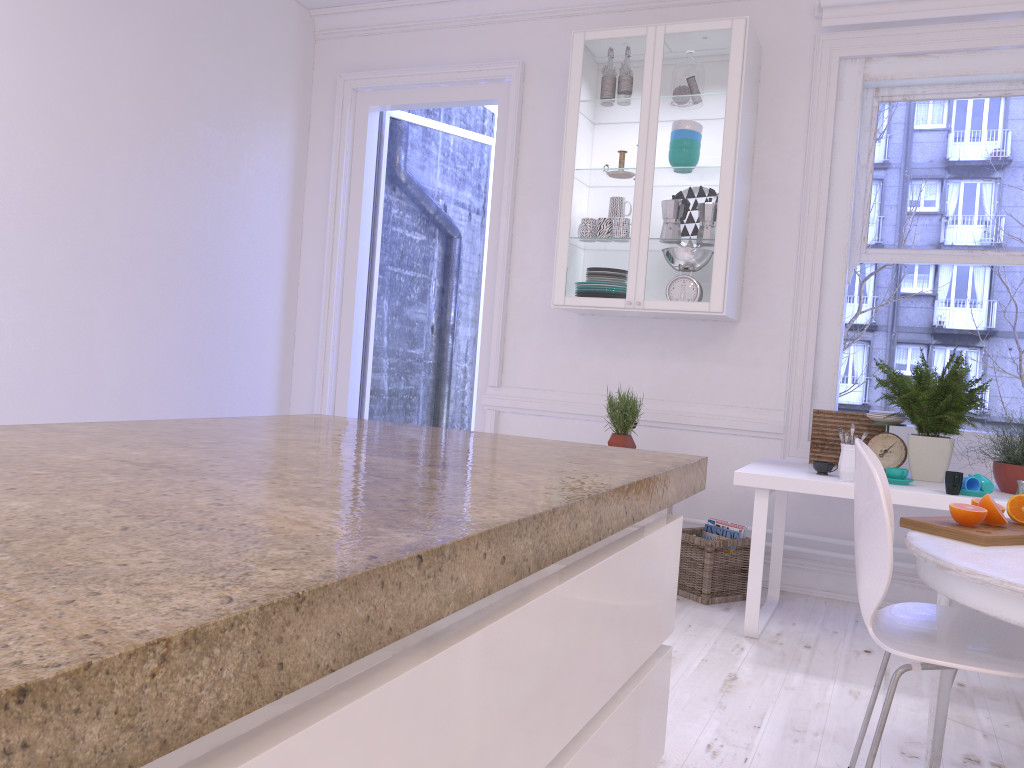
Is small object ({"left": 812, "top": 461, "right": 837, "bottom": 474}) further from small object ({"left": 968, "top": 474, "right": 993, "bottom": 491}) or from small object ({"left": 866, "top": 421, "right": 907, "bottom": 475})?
small object ({"left": 968, "top": 474, "right": 993, "bottom": 491})

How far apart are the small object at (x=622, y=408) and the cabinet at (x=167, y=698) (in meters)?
2.64

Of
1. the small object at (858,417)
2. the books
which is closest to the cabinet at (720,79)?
the small object at (858,417)

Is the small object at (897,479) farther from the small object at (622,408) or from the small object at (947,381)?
the small object at (622,408)

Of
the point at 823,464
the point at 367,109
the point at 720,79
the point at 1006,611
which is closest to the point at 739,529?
the point at 823,464

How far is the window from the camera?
3.94m

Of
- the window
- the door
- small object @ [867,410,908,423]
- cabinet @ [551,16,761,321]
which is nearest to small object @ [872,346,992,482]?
small object @ [867,410,908,423]

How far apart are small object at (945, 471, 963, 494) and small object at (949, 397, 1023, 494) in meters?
0.2

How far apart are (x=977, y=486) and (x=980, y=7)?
2.13m

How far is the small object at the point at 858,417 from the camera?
3.74m
